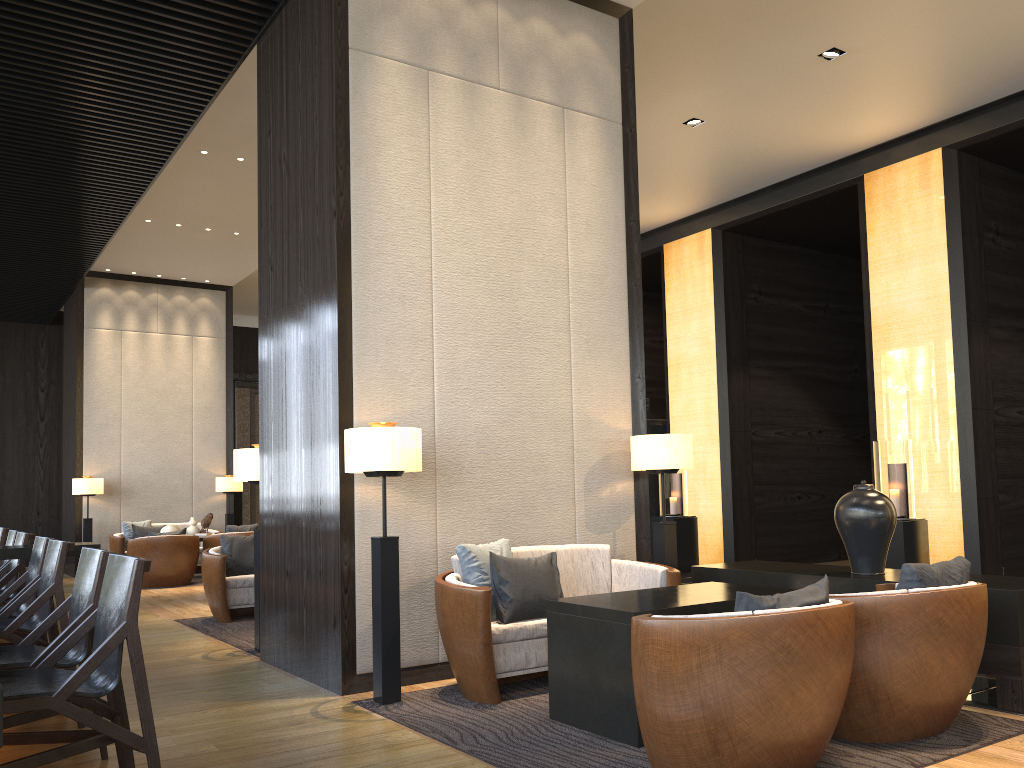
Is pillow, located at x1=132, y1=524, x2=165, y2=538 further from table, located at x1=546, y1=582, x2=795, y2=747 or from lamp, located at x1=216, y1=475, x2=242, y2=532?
table, located at x1=546, y1=582, x2=795, y2=747

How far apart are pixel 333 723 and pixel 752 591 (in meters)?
1.94

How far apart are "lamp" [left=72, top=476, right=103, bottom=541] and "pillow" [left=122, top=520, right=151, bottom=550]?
0.44m

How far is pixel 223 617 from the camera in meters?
7.0

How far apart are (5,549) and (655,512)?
8.3m

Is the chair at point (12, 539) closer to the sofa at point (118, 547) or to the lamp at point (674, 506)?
the sofa at point (118, 547)

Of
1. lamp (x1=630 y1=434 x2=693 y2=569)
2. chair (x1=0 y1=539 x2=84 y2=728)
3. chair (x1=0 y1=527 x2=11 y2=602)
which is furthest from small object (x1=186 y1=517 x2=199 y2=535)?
lamp (x1=630 y1=434 x2=693 y2=569)

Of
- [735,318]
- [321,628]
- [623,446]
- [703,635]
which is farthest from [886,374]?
[703,635]

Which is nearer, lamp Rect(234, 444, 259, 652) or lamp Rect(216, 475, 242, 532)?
lamp Rect(234, 444, 259, 652)

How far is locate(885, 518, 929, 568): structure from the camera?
8.0m
